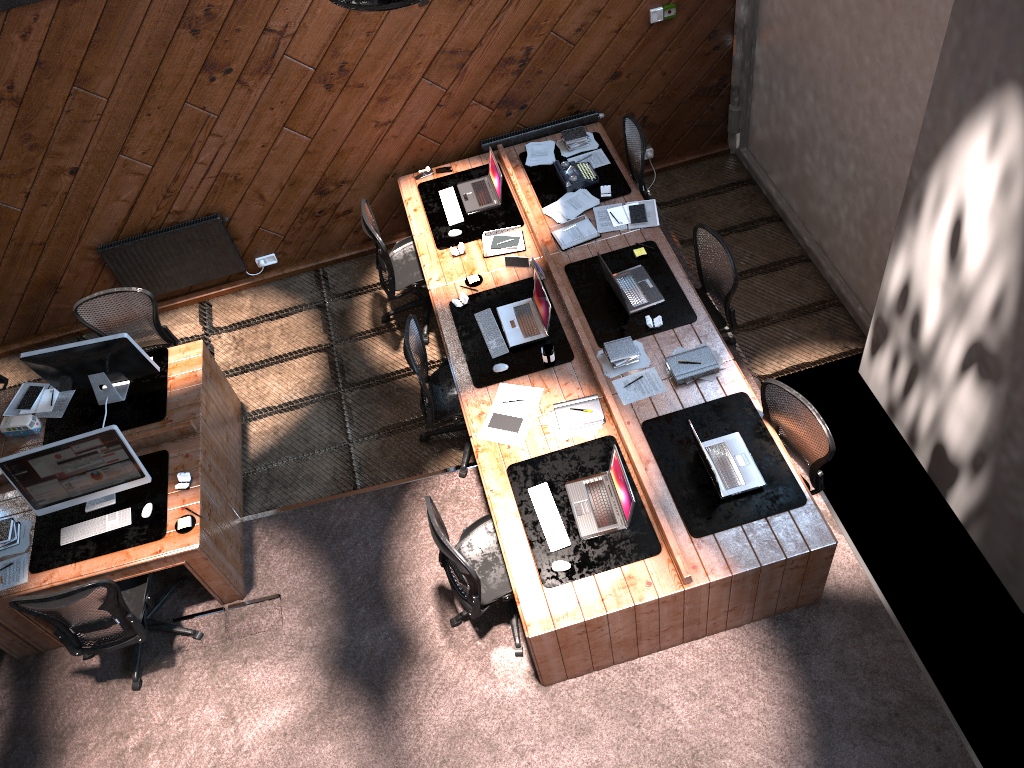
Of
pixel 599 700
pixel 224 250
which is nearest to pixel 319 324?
pixel 224 250

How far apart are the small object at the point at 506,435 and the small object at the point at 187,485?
1.86m

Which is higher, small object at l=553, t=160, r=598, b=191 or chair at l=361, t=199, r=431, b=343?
small object at l=553, t=160, r=598, b=191

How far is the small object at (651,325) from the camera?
5.8 meters

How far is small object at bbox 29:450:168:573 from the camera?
5.4 meters

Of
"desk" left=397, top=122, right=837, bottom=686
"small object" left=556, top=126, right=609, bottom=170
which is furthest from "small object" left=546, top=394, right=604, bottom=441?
"small object" left=556, top=126, right=609, bottom=170

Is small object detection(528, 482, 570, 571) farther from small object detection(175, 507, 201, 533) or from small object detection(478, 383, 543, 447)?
small object detection(175, 507, 201, 533)

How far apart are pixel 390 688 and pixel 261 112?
4.2m

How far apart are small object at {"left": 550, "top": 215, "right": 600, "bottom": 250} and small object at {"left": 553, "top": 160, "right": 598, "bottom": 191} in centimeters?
36cm

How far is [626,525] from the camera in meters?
4.9 m
